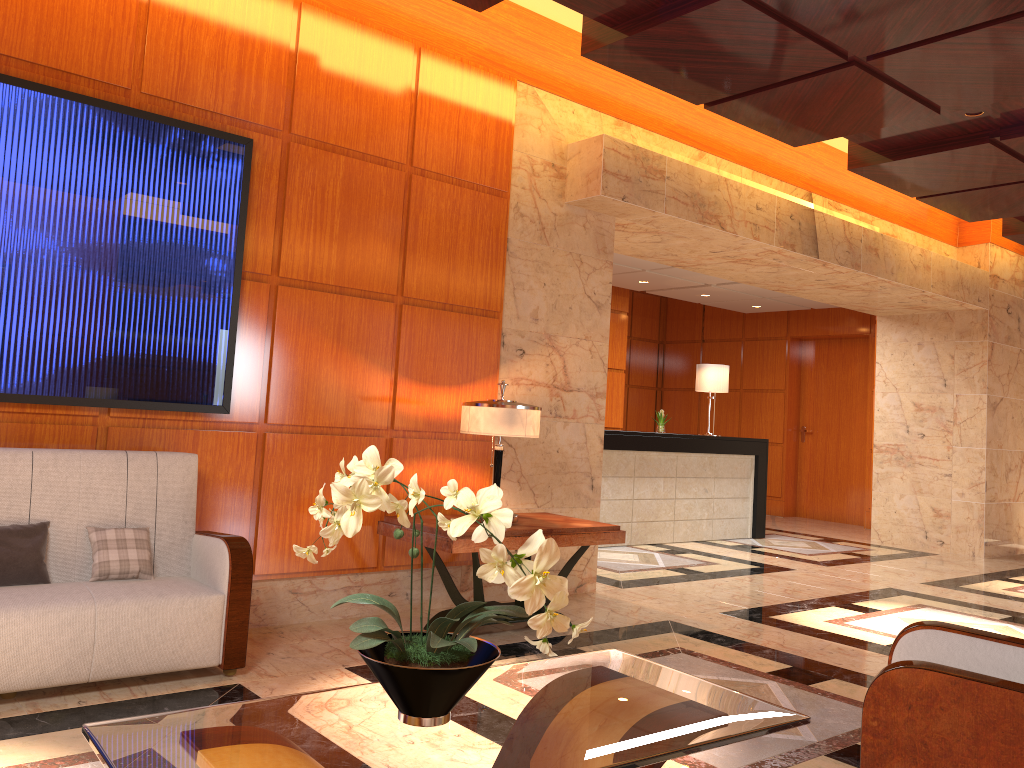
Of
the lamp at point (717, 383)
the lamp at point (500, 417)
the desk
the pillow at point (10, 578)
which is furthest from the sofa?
the lamp at point (717, 383)

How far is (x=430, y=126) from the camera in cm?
543

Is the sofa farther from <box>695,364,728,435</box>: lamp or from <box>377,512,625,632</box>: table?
<box>695,364,728,435</box>: lamp

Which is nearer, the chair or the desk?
the chair

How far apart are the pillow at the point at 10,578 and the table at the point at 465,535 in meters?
1.8 m

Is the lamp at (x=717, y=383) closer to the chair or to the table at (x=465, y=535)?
the table at (x=465, y=535)

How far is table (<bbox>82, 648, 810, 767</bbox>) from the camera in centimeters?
182cm

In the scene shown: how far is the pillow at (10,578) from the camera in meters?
3.6

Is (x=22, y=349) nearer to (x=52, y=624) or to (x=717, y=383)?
(x=52, y=624)

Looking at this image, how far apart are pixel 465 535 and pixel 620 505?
4.6m
